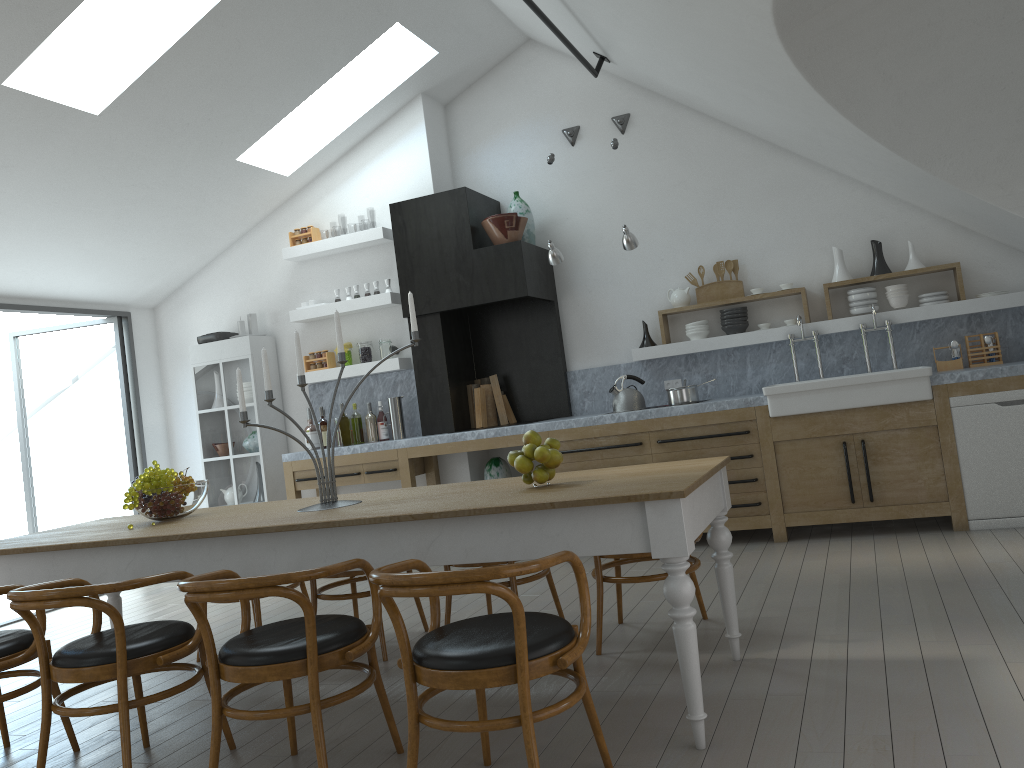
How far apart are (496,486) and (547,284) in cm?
376

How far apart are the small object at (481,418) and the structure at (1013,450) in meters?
3.4

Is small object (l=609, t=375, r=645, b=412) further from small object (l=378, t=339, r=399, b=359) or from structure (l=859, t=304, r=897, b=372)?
small object (l=378, t=339, r=399, b=359)

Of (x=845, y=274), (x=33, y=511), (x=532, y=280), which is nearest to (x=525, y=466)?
(x=532, y=280)

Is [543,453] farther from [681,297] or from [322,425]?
[322,425]

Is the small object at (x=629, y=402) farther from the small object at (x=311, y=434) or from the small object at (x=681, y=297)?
the small object at (x=311, y=434)

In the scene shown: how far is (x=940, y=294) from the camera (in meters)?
6.12

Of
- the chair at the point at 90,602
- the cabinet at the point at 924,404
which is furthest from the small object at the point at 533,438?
the cabinet at the point at 924,404

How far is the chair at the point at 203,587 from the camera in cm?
255

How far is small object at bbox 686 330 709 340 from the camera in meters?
6.7 m
